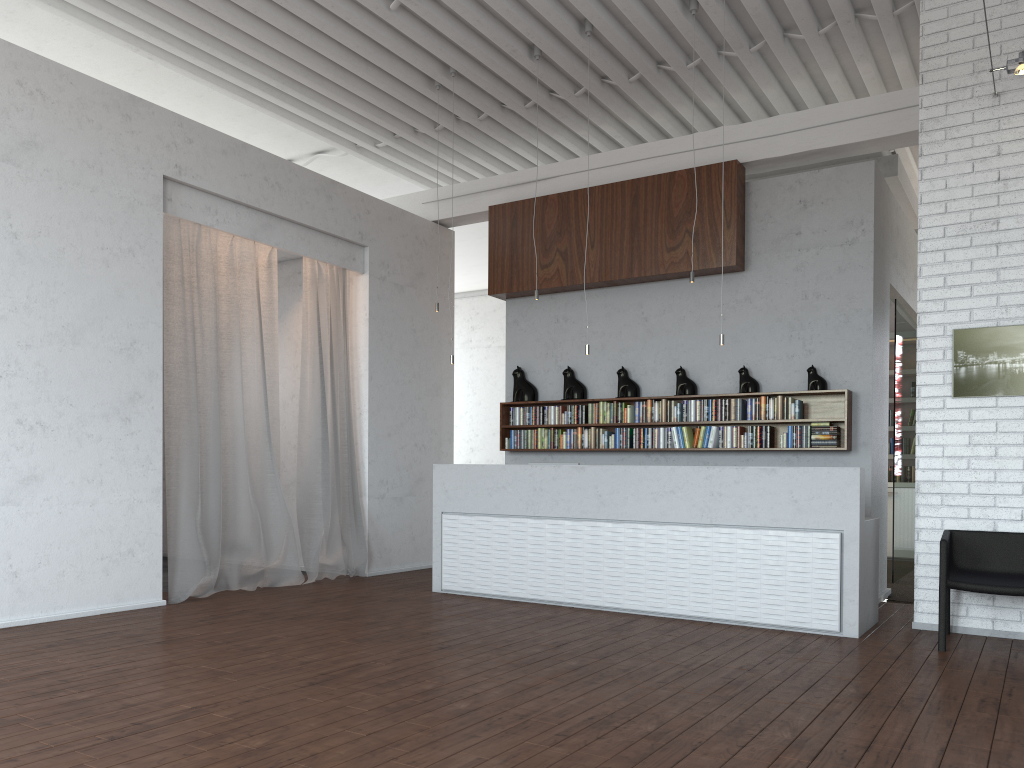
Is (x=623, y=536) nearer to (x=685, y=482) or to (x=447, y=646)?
(x=685, y=482)
